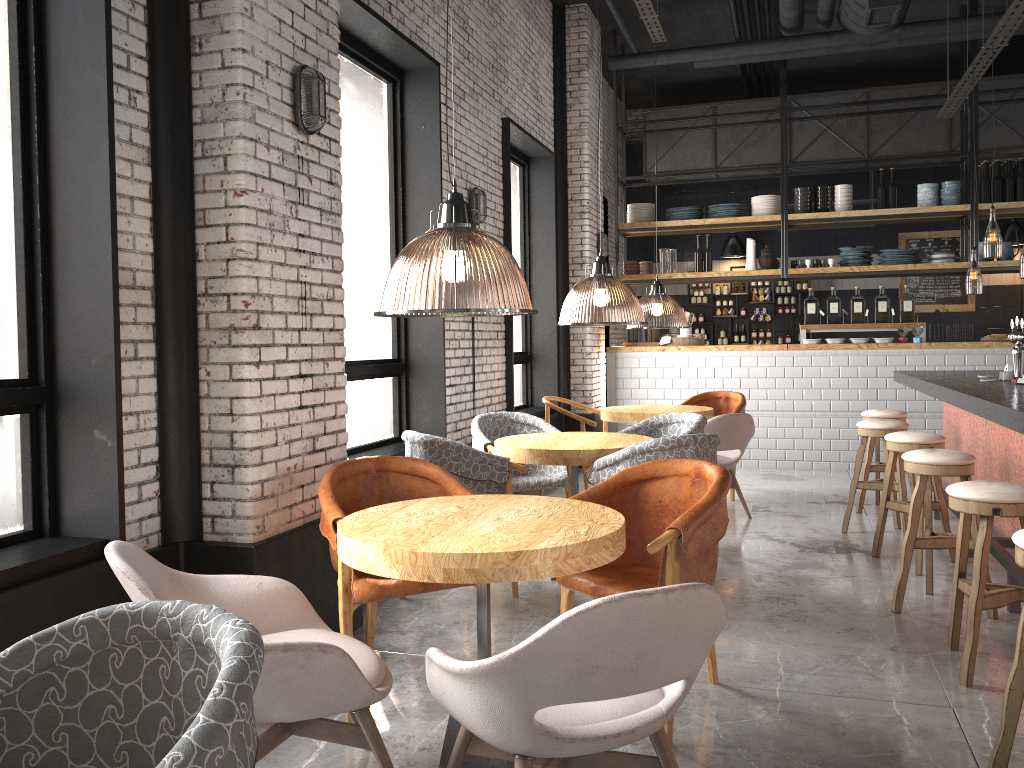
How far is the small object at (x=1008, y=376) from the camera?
5.73m

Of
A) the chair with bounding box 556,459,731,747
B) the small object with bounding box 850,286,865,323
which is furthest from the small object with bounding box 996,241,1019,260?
the chair with bounding box 556,459,731,747

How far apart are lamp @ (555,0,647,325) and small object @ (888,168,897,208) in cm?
301

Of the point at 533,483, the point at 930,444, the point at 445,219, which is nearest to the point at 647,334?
the point at 533,483

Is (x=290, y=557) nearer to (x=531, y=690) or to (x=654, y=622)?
(x=531, y=690)

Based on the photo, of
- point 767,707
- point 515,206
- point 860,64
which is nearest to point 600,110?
point 515,206

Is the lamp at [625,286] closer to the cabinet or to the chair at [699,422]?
the chair at [699,422]

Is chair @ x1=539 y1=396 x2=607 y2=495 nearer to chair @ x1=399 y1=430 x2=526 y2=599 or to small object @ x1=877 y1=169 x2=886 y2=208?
chair @ x1=399 y1=430 x2=526 y2=599

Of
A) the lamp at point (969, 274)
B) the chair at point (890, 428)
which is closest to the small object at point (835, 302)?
the chair at point (890, 428)

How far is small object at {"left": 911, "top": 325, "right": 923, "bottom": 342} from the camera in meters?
9.0
